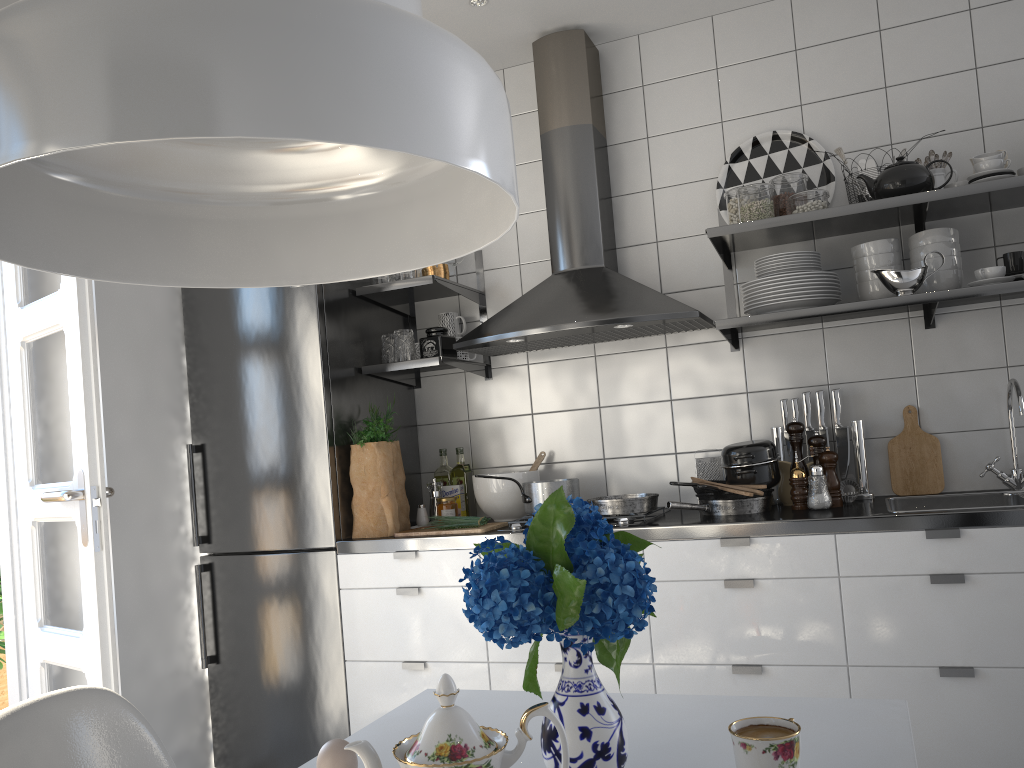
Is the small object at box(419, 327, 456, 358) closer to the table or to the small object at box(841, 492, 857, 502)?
the small object at box(841, 492, 857, 502)

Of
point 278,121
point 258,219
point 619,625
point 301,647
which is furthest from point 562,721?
point 301,647

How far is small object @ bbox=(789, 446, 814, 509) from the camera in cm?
269

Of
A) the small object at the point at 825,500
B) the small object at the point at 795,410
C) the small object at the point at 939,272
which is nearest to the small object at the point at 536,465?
the small object at the point at 795,410

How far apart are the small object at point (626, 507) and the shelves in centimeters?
56cm

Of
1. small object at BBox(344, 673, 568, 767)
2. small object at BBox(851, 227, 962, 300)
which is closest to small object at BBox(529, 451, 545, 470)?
small object at BBox(851, 227, 962, 300)

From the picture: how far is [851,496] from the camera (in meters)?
2.78

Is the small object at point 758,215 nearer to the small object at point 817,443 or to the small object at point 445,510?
the small object at point 817,443

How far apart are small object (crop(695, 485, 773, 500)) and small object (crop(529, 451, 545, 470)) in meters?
0.7

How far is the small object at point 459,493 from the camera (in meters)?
3.30
